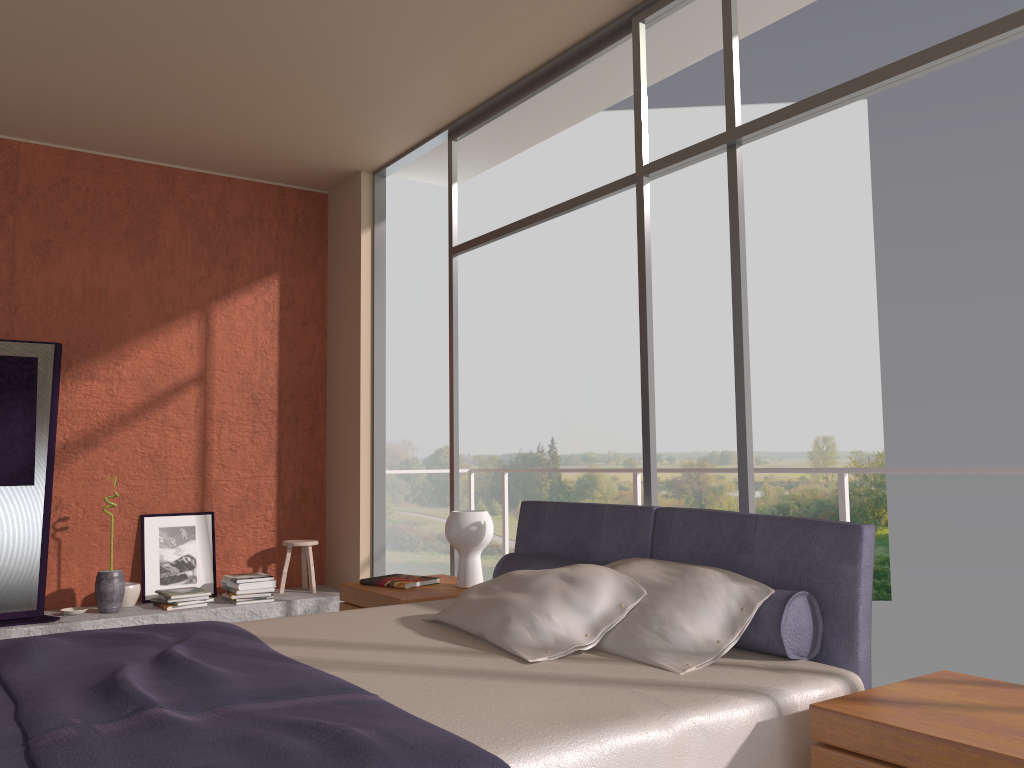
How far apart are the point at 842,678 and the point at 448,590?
2.0m

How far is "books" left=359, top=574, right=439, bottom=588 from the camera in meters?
4.0

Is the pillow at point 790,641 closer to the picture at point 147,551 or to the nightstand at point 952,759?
the nightstand at point 952,759

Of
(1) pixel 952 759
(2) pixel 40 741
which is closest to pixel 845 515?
(1) pixel 952 759

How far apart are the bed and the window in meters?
0.4 m

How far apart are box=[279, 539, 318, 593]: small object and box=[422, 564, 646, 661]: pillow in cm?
310

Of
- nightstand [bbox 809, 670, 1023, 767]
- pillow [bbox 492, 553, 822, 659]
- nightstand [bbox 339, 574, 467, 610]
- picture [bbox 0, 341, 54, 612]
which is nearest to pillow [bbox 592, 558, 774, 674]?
pillow [bbox 492, 553, 822, 659]

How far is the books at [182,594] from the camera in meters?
5.3

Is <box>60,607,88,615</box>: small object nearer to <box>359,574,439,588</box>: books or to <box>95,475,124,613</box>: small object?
<box>95,475,124,613</box>: small object

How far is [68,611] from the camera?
5.12m
